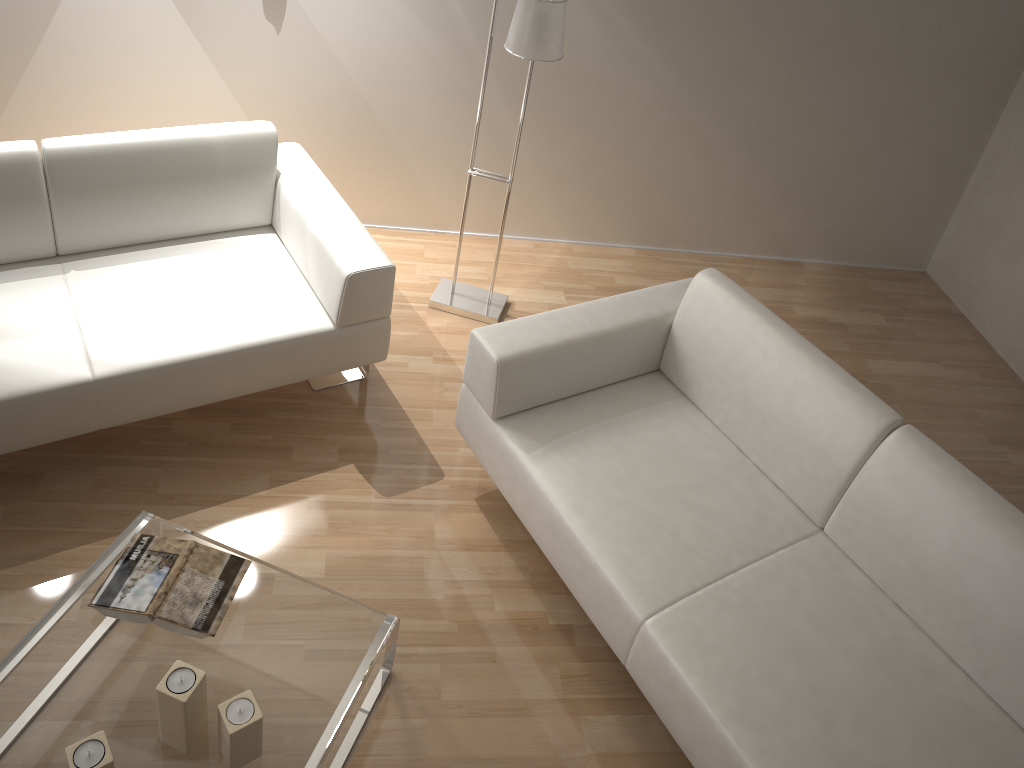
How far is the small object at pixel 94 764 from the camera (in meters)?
1.65

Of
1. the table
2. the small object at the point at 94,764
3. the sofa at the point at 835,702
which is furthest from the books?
the sofa at the point at 835,702

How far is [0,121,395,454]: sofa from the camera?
2.45m

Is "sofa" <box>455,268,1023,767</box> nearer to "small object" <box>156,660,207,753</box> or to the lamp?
the lamp

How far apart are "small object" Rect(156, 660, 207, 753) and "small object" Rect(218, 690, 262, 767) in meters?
0.0 m

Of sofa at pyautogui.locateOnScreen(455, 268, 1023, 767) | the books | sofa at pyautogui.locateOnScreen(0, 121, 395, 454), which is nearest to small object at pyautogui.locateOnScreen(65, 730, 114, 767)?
the books

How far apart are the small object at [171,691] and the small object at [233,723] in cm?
5

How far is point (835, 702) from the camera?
2.0 meters

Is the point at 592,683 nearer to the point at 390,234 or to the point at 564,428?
the point at 564,428

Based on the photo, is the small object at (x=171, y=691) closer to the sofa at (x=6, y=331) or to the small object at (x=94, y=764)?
the small object at (x=94, y=764)
